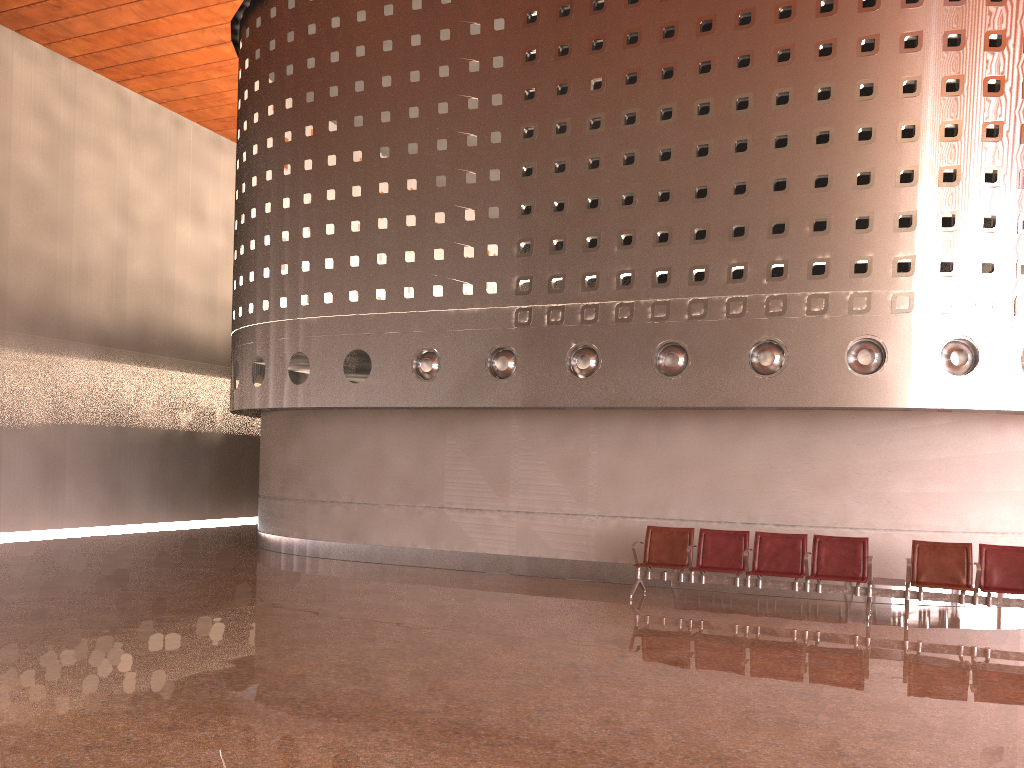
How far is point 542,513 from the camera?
12.4 meters
